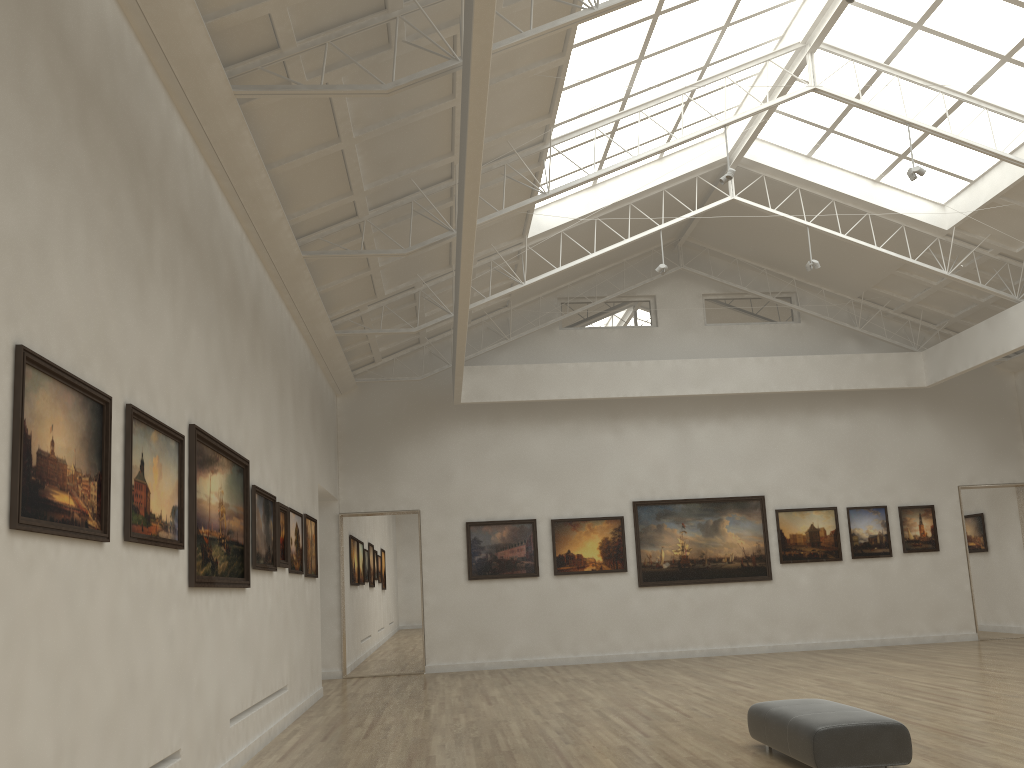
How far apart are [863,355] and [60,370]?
29.03m

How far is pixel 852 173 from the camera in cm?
2714
